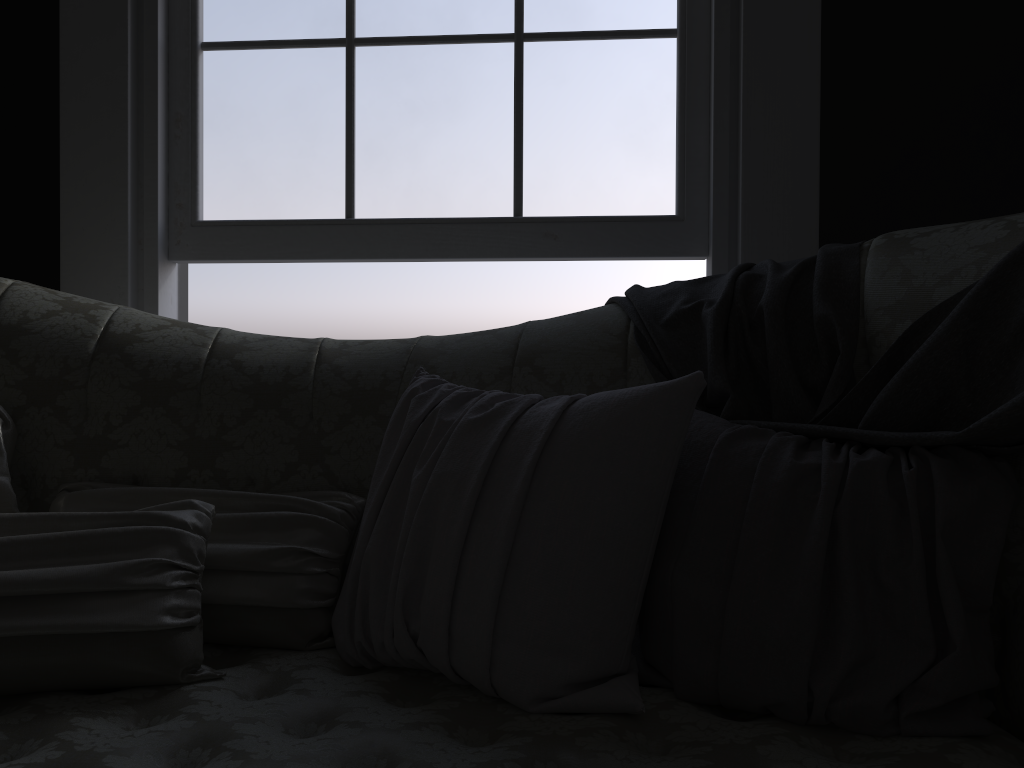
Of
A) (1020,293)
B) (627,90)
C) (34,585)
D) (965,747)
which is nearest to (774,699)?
(965,747)

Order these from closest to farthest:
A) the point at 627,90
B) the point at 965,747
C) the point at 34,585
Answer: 1. the point at 965,747
2. the point at 34,585
3. the point at 627,90

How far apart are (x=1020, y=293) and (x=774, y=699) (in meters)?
0.63

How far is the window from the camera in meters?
2.2

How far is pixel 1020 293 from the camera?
1.2m

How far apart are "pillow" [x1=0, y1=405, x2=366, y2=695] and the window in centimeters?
89cm

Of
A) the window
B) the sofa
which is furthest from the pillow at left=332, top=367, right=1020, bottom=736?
the window

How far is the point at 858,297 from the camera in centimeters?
142cm

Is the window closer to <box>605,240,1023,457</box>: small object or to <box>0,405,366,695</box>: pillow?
<box>605,240,1023,457</box>: small object

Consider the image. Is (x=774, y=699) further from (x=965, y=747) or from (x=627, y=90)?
(x=627, y=90)
